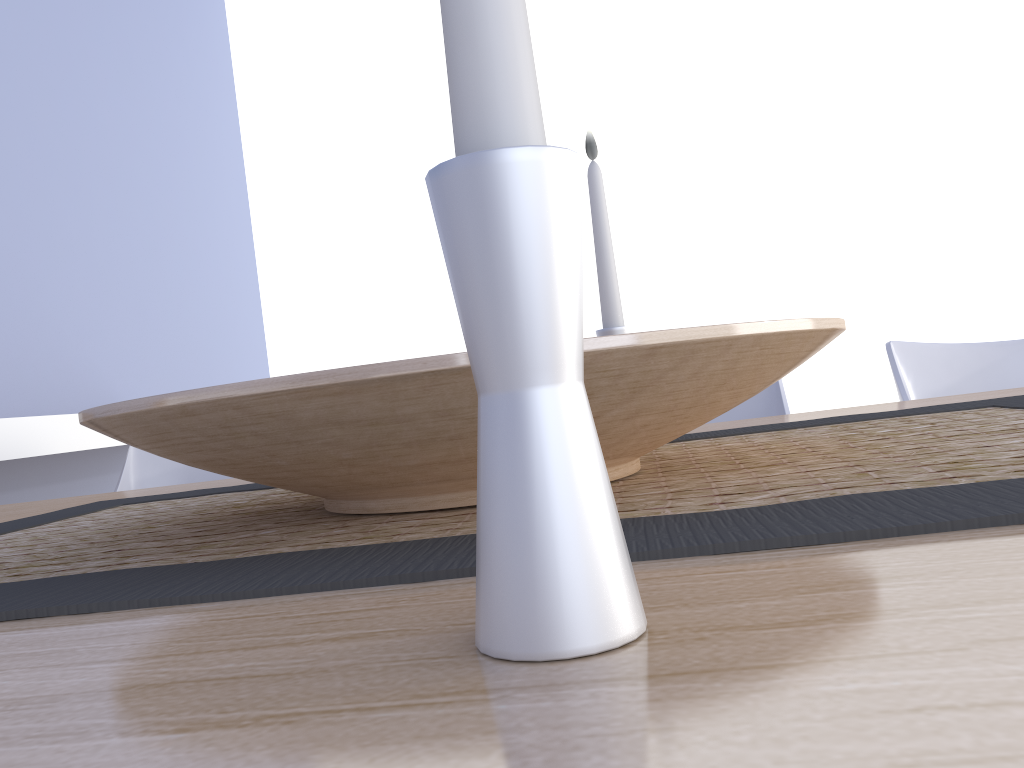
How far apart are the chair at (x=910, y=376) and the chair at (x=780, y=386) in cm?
16

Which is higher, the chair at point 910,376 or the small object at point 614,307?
the small object at point 614,307

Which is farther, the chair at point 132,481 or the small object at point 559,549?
the chair at point 132,481

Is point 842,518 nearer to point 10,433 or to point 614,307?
point 614,307

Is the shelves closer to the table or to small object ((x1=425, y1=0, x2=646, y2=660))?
the table

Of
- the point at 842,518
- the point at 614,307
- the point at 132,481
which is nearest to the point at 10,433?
the point at 132,481

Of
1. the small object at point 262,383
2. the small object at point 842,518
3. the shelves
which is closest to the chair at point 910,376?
the small object at point 842,518

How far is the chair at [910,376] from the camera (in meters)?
1.26

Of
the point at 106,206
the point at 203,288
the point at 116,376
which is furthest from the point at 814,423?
the point at 203,288

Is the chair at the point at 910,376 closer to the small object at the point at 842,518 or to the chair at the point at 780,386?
the chair at the point at 780,386
